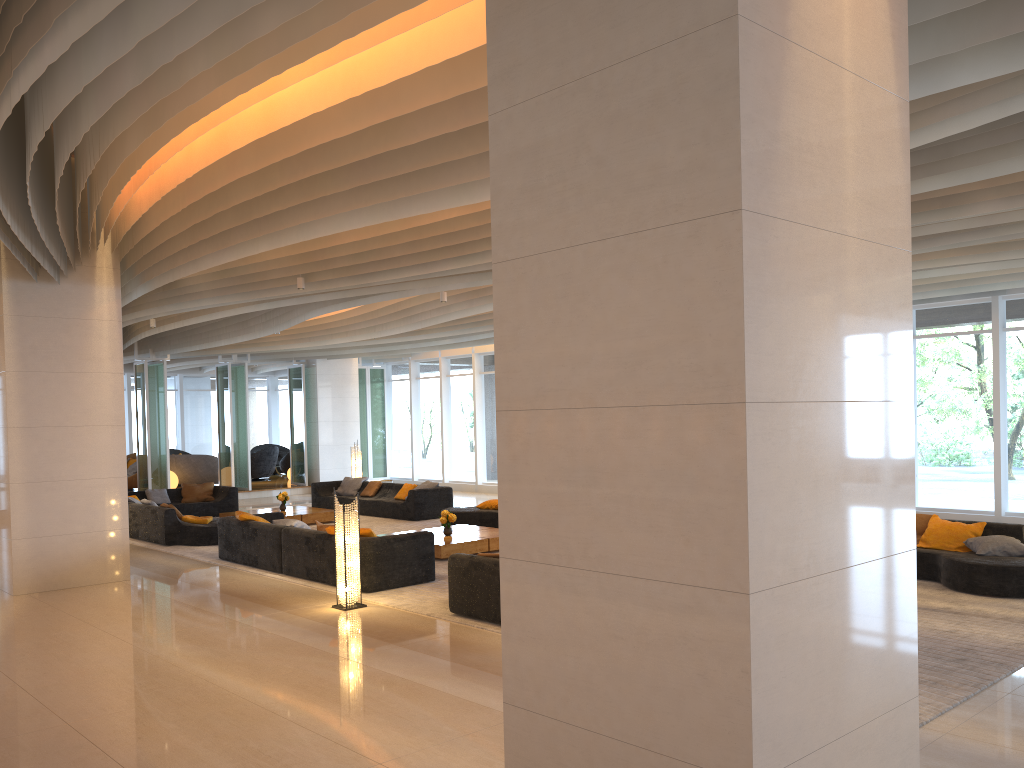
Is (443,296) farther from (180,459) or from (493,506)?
(180,459)

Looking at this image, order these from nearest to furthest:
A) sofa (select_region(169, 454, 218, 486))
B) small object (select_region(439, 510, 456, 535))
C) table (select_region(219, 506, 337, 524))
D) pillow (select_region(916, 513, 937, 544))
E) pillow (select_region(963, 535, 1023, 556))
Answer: pillow (select_region(963, 535, 1023, 556)), pillow (select_region(916, 513, 937, 544)), small object (select_region(439, 510, 456, 535)), table (select_region(219, 506, 337, 524)), sofa (select_region(169, 454, 218, 486))

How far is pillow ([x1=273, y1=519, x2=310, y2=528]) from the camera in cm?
1103

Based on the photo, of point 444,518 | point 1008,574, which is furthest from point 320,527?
point 1008,574

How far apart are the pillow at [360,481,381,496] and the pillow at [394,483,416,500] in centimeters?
98cm

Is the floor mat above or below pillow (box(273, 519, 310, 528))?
below

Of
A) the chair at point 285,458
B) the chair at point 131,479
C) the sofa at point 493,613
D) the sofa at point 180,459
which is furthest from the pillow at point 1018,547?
the chair at point 285,458

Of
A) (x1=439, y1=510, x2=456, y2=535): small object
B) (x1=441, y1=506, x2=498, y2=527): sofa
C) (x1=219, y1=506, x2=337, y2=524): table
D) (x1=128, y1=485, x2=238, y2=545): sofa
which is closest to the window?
(x1=219, y1=506, x2=337, y2=524): table

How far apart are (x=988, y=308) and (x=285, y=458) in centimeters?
2001cm

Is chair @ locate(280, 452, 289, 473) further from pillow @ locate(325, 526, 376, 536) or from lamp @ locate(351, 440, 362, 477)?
pillow @ locate(325, 526, 376, 536)
